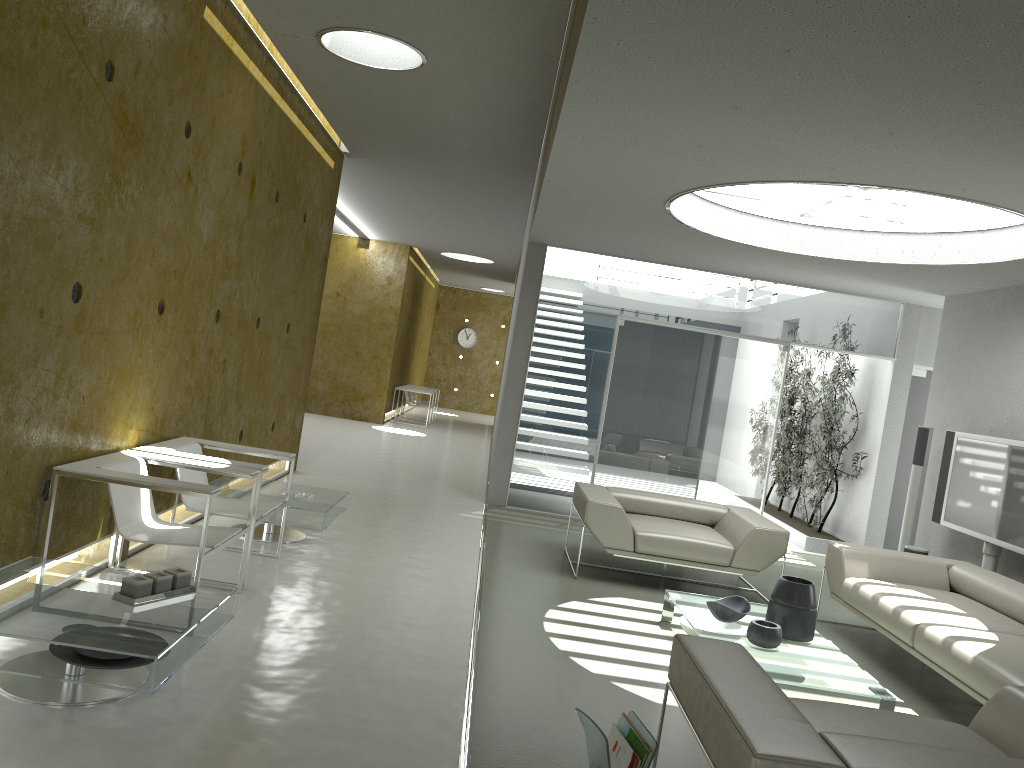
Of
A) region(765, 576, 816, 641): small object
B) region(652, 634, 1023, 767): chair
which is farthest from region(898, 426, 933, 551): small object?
region(652, 634, 1023, 767): chair

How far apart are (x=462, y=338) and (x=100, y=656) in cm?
2100

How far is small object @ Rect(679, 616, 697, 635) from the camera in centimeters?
504cm

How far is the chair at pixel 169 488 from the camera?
4.0 meters

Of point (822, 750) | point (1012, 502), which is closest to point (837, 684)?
point (822, 750)

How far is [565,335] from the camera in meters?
9.0

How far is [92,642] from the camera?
3.0m

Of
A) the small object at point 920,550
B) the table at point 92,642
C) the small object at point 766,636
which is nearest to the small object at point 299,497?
the table at point 92,642

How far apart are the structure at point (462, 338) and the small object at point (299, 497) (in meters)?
18.04

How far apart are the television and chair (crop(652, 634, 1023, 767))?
3.4m
